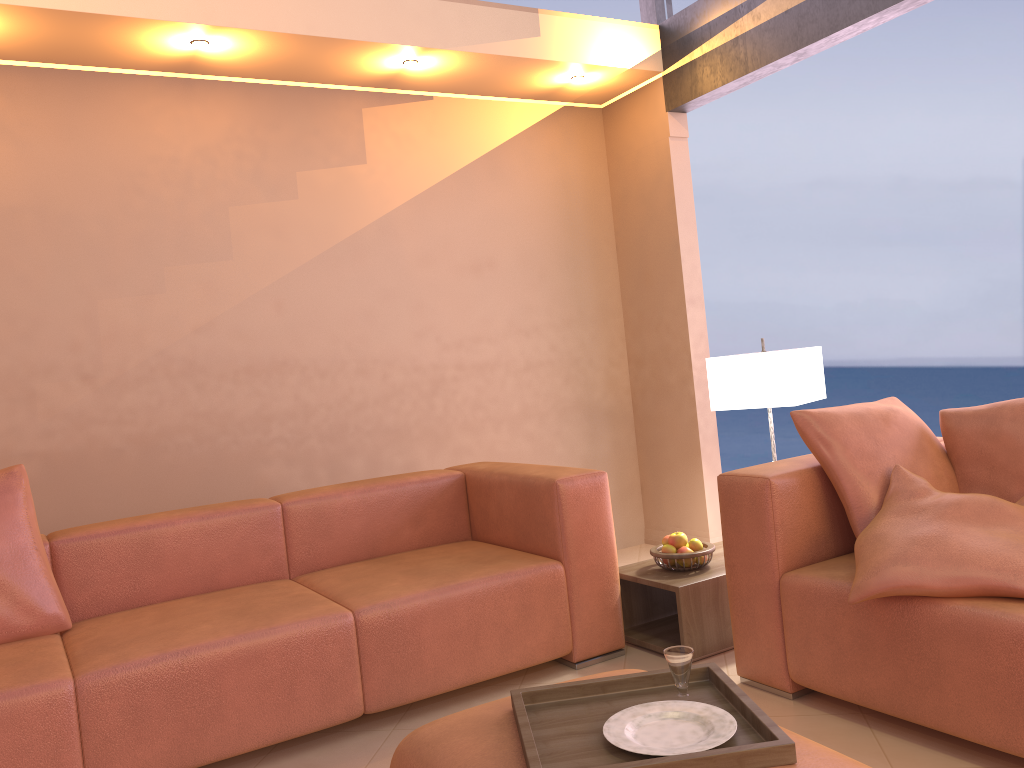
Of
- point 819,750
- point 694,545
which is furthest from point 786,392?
point 819,750

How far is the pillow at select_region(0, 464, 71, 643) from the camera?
2.65m

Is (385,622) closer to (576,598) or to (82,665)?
(576,598)

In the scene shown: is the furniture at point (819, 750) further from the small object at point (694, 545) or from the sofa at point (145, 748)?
the small object at point (694, 545)

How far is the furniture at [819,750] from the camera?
1.5m

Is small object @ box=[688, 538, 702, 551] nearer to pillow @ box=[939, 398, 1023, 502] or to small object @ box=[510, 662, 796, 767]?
pillow @ box=[939, 398, 1023, 502]

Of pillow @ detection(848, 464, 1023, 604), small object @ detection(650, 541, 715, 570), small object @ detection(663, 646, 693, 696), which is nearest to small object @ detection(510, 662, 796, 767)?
small object @ detection(663, 646, 693, 696)

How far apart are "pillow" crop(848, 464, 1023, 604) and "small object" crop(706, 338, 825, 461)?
0.78m

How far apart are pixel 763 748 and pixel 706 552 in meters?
1.7 m

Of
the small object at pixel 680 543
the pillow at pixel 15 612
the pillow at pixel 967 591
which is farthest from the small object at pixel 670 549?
the pillow at pixel 15 612
